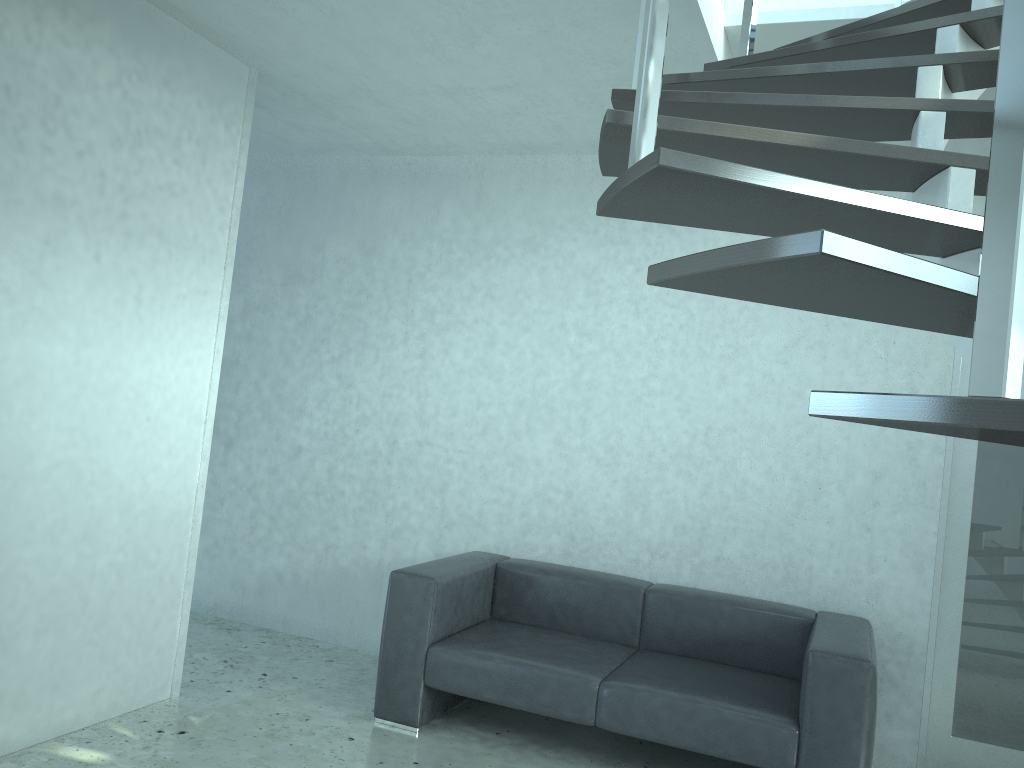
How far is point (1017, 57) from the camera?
0.7 meters

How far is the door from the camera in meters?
3.8 m

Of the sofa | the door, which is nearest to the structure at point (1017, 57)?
the door

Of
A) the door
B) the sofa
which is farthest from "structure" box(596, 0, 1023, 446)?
the sofa

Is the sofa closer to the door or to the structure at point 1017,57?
the door

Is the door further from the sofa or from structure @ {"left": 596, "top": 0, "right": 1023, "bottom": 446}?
structure @ {"left": 596, "top": 0, "right": 1023, "bottom": 446}

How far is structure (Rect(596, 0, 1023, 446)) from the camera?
0.74m

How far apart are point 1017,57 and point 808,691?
2.9m

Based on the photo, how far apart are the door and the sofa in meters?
0.4

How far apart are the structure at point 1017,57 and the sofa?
2.00m
